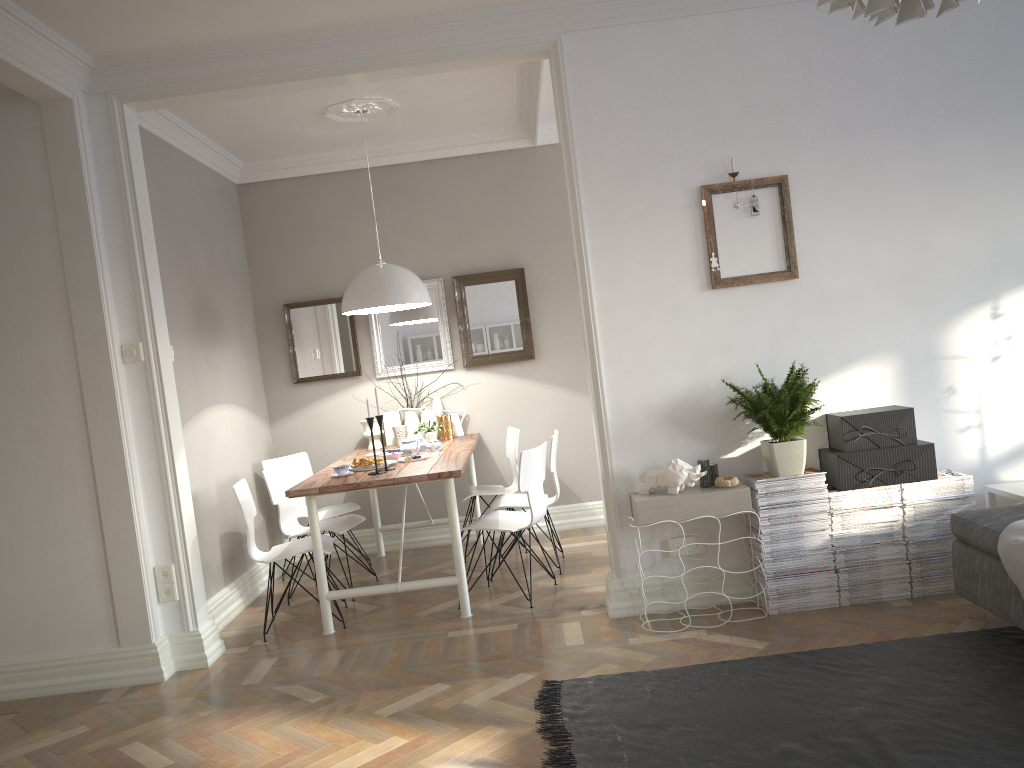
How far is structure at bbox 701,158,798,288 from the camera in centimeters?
401cm

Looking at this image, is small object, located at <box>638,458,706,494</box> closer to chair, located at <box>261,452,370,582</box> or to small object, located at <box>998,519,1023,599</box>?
small object, located at <box>998,519,1023,599</box>

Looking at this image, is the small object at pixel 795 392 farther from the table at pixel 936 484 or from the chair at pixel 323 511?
the chair at pixel 323 511

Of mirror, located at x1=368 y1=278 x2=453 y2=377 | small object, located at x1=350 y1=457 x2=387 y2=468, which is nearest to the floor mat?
small object, located at x1=350 y1=457 x2=387 y2=468

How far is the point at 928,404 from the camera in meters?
4.1 m

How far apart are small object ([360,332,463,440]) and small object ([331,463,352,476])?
1.5 meters

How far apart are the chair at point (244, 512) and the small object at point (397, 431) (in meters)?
1.32

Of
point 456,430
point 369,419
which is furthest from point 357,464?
point 456,430

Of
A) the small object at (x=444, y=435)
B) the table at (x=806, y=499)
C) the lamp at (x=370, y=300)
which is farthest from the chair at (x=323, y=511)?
the table at (x=806, y=499)

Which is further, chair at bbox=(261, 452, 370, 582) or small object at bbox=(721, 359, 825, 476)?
chair at bbox=(261, 452, 370, 582)
